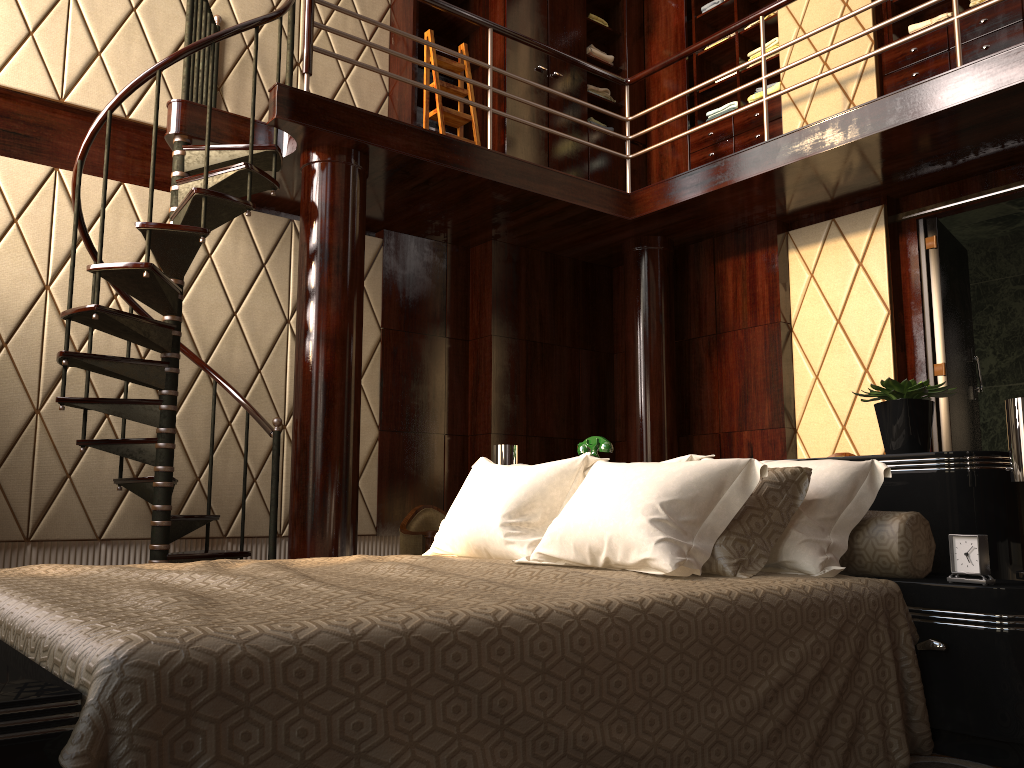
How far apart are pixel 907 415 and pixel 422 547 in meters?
2.6

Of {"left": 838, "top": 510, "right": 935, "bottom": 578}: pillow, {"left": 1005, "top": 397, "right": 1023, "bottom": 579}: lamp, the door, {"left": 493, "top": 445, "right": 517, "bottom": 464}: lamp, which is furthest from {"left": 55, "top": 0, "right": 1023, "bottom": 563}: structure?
{"left": 838, "top": 510, "right": 935, "bottom": 578}: pillow

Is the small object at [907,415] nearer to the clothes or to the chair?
the chair

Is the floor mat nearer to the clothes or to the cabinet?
the cabinet

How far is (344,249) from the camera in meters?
4.1

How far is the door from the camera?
4.6 meters

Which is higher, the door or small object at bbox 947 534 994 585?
the door

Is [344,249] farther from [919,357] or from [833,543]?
[919,357]

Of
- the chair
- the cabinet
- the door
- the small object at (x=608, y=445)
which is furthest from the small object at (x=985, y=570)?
the cabinet

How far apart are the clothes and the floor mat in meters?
4.2 m
